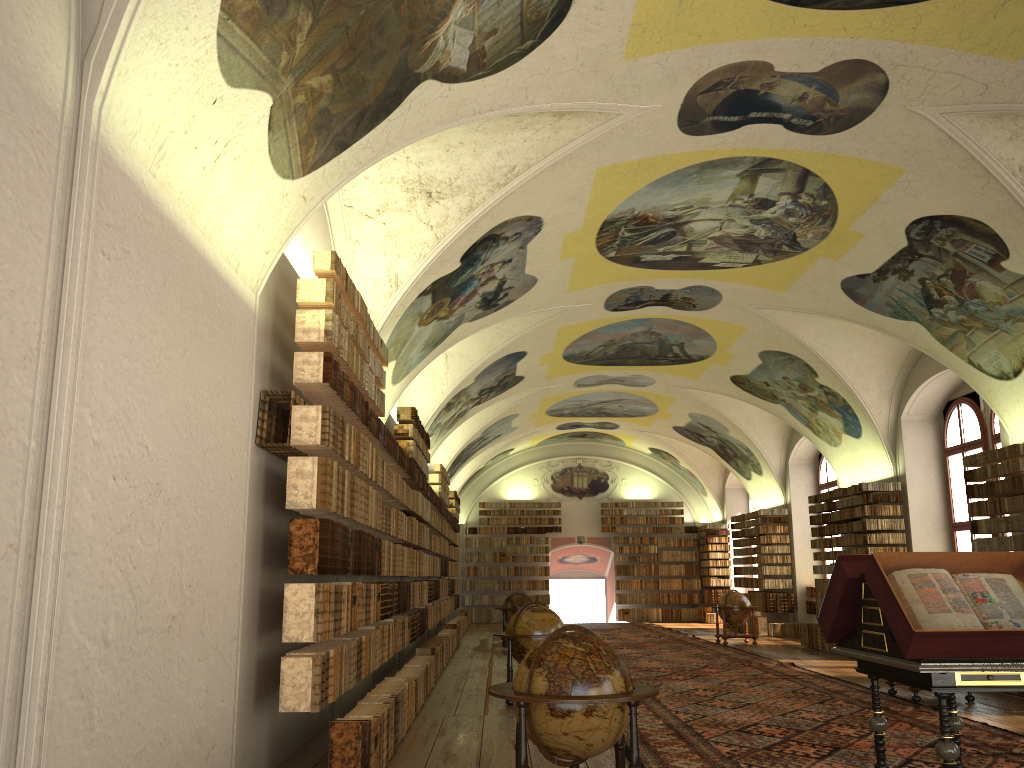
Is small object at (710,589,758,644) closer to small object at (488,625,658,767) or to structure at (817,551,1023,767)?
structure at (817,551,1023,767)

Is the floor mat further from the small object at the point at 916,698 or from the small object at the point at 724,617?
the small object at the point at 724,617

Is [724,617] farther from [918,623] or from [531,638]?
[918,623]

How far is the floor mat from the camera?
8.8m

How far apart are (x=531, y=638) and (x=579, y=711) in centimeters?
670cm

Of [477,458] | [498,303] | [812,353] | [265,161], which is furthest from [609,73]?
[477,458]

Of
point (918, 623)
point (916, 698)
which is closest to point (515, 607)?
point (916, 698)

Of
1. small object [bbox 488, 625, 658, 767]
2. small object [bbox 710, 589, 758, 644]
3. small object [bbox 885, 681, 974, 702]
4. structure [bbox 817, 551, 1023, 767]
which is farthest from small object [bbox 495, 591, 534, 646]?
small object [bbox 488, 625, 658, 767]

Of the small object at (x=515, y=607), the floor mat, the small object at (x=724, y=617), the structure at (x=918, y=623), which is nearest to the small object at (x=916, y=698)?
the floor mat

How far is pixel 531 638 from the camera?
12.72m
